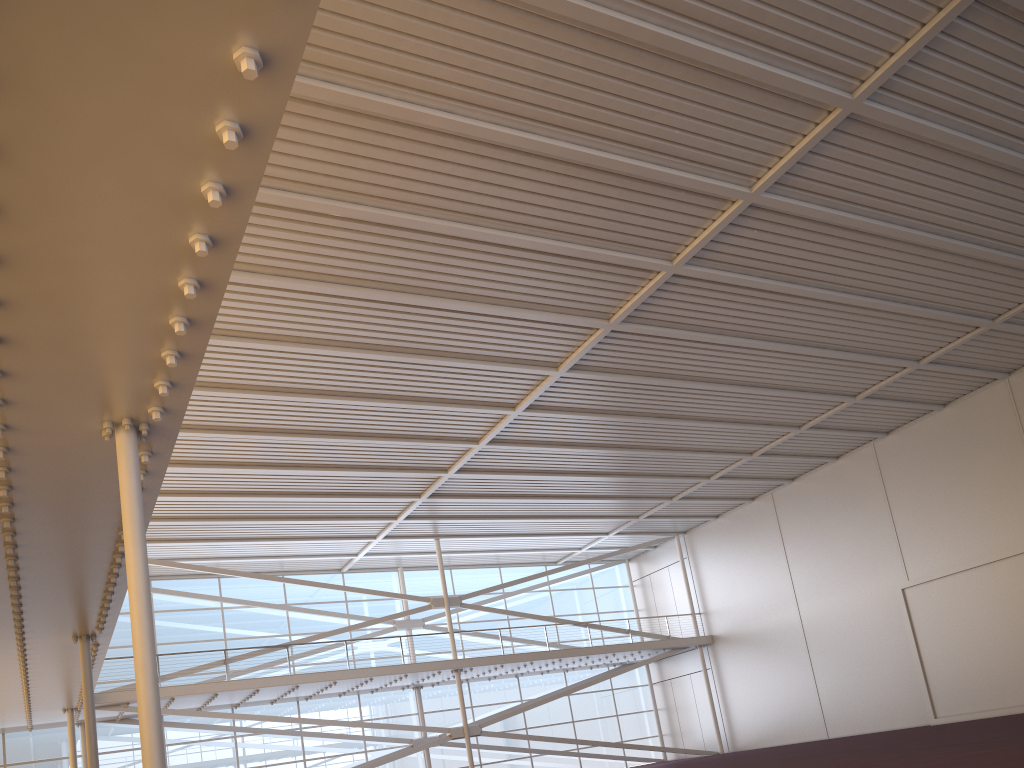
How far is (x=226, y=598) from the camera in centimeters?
3225cm

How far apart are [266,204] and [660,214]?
7.3 meters
